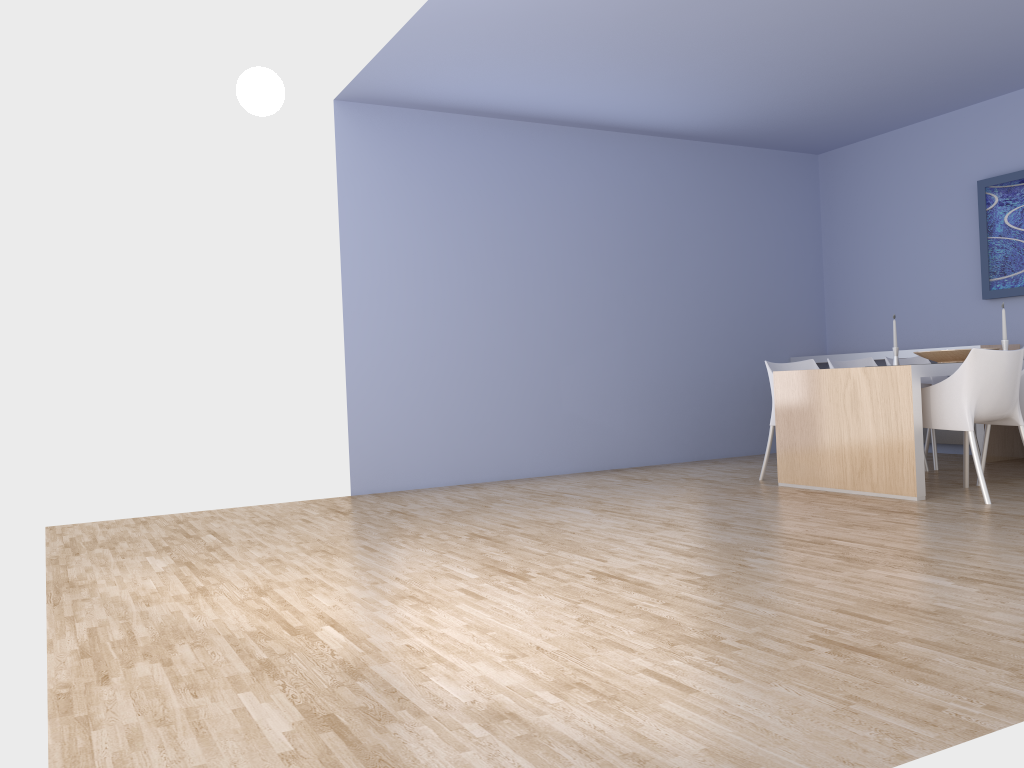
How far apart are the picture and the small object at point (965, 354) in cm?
145

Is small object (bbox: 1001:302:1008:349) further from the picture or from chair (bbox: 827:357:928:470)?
the picture

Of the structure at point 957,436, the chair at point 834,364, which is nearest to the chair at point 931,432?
the chair at point 834,364

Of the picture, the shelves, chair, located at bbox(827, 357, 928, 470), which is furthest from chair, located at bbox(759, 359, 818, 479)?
the picture

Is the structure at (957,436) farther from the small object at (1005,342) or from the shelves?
the small object at (1005,342)

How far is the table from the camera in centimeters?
472cm

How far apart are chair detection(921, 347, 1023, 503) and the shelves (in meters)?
1.52

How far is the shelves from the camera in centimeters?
638cm

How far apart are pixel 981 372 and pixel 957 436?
2.7m

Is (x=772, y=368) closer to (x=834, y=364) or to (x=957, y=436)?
(x=834, y=364)
